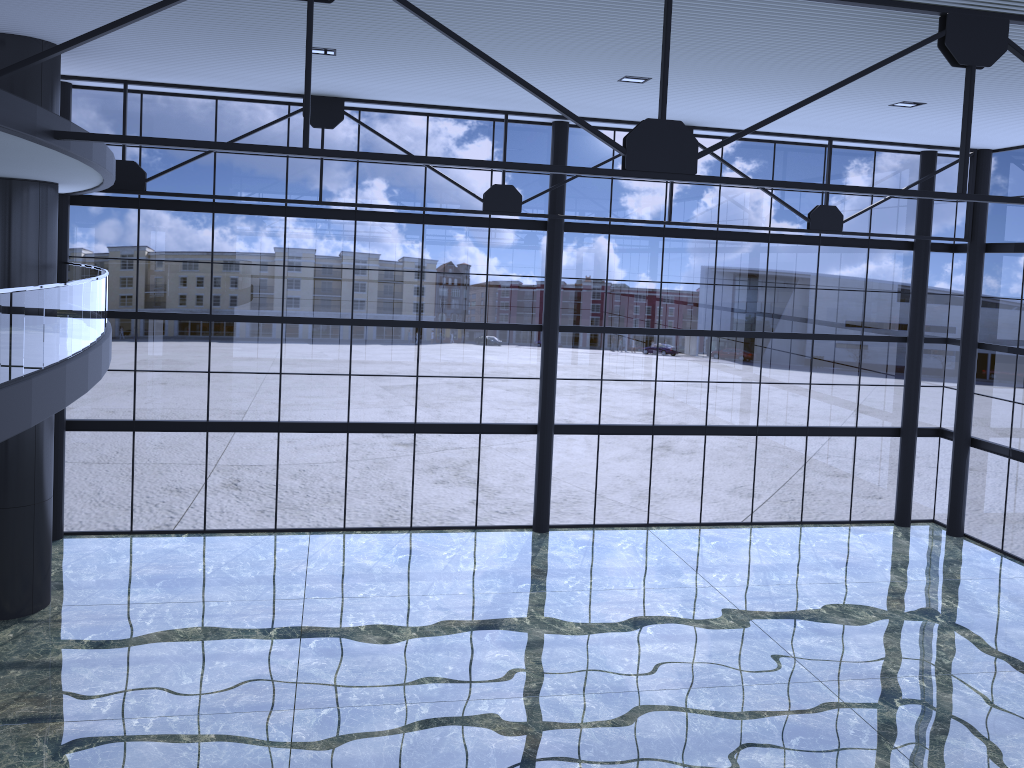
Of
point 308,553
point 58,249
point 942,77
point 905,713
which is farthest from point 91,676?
point 942,77
